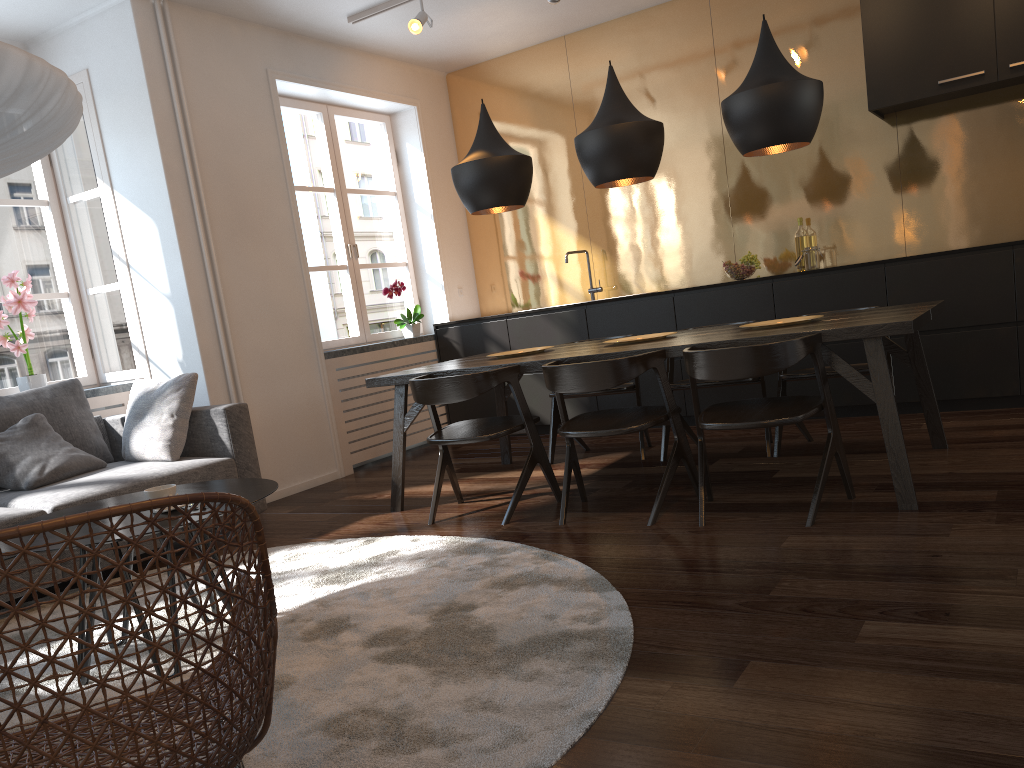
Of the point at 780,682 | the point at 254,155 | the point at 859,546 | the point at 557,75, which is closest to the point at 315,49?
the point at 254,155

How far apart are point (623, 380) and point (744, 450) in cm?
156

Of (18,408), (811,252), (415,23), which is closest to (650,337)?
(811,252)

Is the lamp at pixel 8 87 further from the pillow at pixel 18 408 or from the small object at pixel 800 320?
the small object at pixel 800 320

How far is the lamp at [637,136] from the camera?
4.0m

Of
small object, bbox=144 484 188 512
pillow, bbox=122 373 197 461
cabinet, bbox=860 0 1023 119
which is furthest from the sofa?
cabinet, bbox=860 0 1023 119

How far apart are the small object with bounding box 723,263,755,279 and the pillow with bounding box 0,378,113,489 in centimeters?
378cm

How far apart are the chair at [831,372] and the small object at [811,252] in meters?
1.4

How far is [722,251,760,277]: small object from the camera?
5.59m

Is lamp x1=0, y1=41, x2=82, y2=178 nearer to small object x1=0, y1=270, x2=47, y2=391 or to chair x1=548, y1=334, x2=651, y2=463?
small object x1=0, y1=270, x2=47, y2=391
